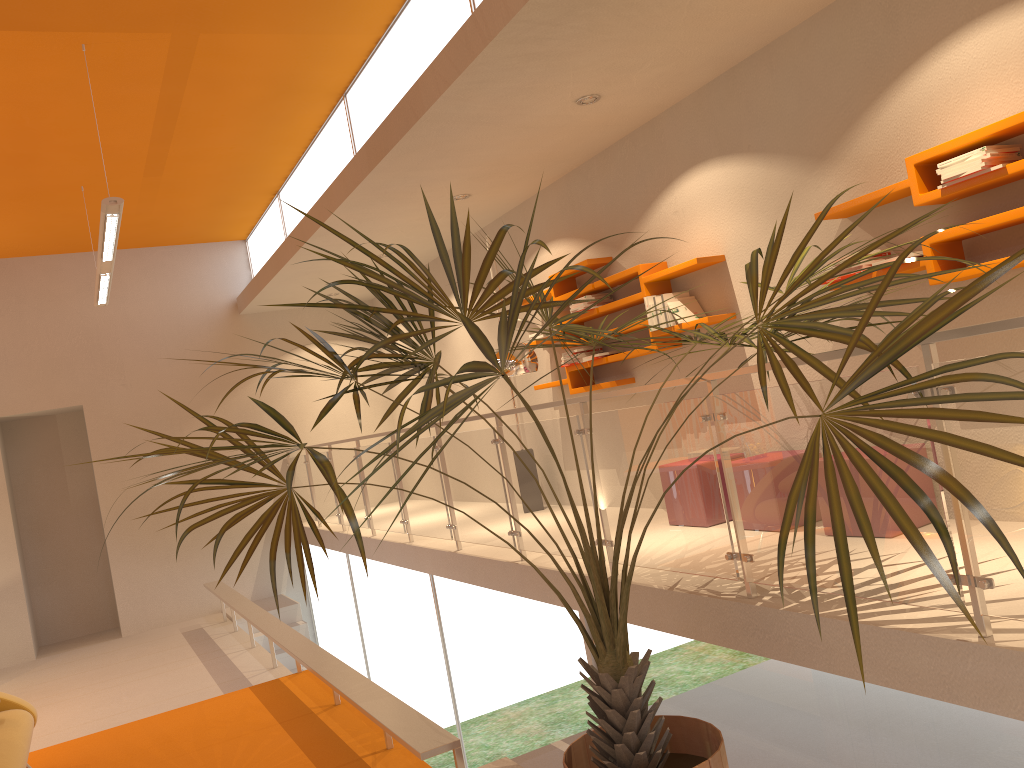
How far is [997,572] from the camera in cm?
249

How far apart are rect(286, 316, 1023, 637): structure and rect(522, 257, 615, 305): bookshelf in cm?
149

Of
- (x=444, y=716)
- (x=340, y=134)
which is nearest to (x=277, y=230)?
(x=340, y=134)

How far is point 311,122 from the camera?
7.3 meters

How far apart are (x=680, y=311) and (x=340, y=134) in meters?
3.2 m

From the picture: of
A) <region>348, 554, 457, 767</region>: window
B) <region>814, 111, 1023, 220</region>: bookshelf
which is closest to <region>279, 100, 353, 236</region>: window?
<region>348, 554, 457, 767</region>: window

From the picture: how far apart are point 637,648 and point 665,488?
0.92m

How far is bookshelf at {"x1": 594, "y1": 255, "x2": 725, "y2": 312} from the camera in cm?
536

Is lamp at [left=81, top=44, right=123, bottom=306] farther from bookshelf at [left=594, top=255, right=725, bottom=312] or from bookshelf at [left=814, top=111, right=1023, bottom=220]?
bookshelf at [left=814, top=111, right=1023, bottom=220]

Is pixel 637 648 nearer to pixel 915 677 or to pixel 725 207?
pixel 915 677
